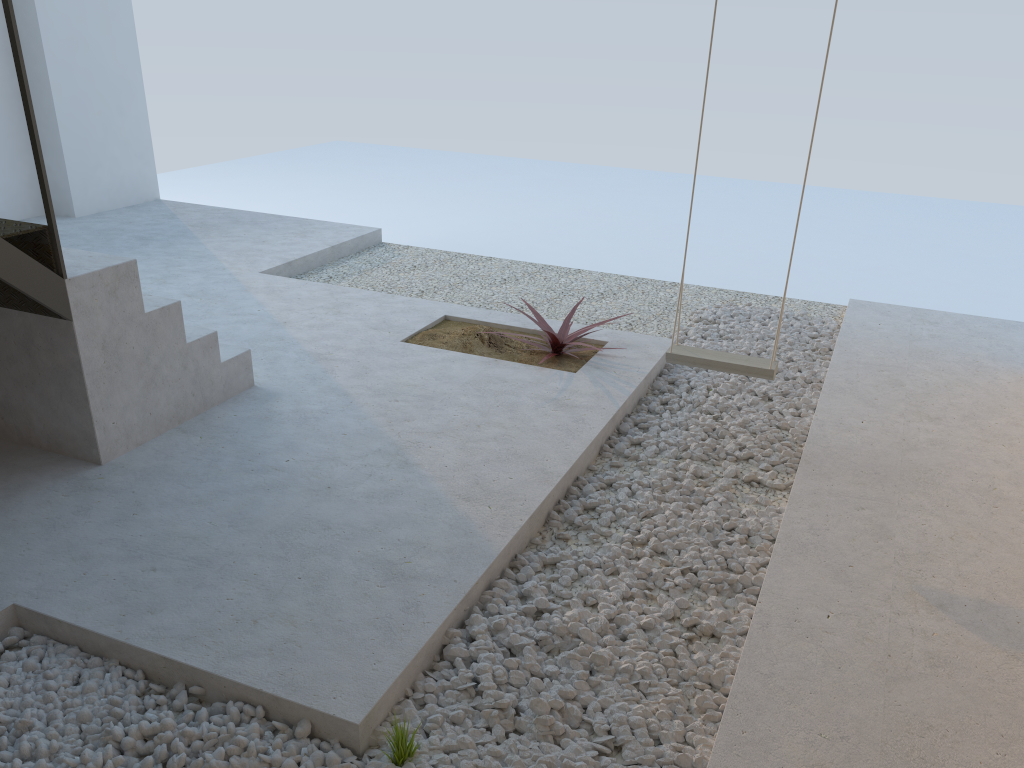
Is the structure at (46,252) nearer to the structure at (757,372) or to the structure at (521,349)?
the structure at (521,349)

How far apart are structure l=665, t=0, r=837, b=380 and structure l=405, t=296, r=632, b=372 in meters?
0.6

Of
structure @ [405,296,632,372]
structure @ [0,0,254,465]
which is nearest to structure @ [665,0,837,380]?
structure @ [405,296,632,372]

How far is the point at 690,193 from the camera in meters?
13.9

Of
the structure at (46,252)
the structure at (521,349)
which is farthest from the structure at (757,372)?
the structure at (46,252)

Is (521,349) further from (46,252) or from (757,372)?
(46,252)

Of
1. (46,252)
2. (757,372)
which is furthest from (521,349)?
(46,252)

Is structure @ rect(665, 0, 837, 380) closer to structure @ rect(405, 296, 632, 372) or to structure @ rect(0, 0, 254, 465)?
structure @ rect(405, 296, 632, 372)

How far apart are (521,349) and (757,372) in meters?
1.4

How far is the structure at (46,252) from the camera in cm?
309
